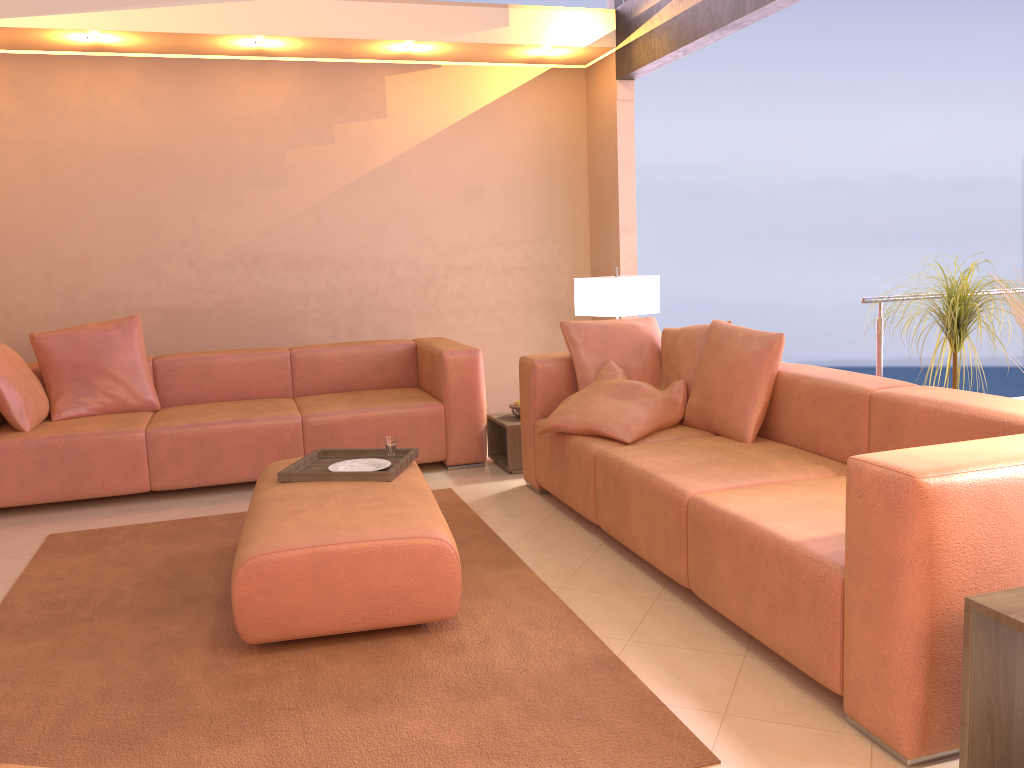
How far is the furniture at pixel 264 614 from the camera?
2.6m

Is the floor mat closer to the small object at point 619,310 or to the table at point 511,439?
the table at point 511,439

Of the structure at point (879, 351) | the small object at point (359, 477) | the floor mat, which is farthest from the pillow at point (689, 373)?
the small object at point (359, 477)

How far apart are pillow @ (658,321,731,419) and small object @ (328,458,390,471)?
1.40m

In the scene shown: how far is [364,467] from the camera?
3.4 meters

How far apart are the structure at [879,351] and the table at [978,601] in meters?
2.4

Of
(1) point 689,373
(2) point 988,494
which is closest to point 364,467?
(1) point 689,373

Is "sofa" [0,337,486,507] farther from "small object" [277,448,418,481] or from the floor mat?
"small object" [277,448,418,481]

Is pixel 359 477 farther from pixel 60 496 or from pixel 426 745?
pixel 60 496

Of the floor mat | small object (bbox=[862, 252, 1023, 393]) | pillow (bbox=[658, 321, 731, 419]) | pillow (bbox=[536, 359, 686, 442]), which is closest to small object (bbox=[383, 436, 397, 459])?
the floor mat
